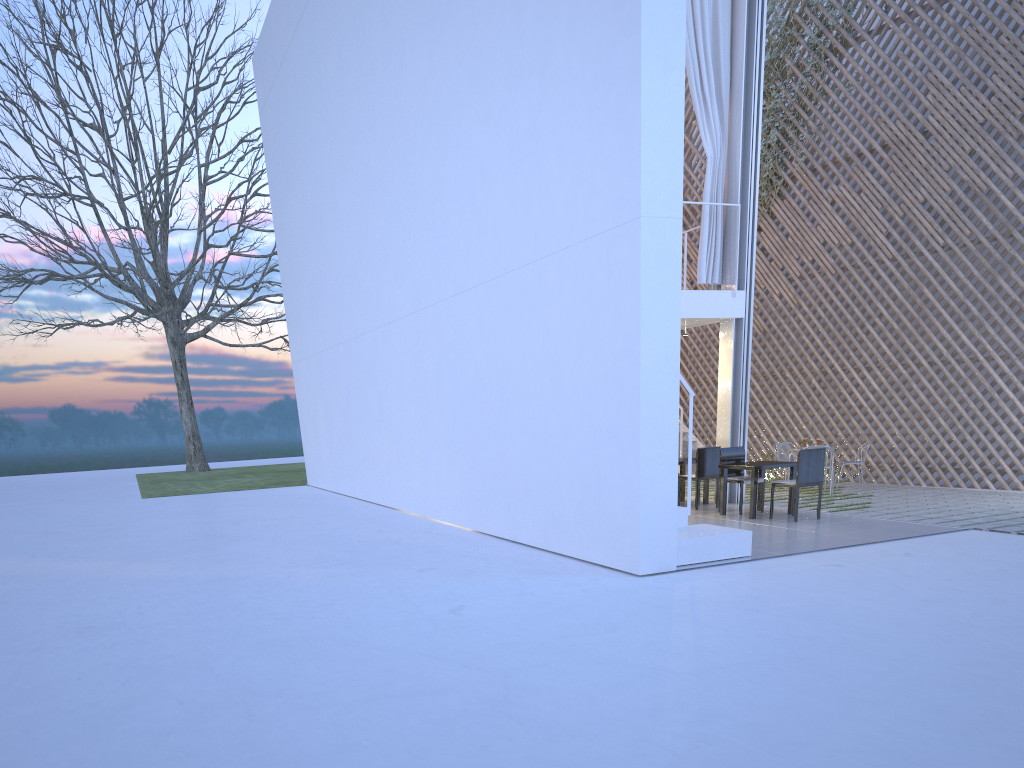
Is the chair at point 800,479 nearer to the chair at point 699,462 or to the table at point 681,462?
the chair at point 699,462

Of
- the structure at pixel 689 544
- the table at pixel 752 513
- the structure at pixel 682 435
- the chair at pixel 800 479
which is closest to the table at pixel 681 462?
the table at pixel 752 513

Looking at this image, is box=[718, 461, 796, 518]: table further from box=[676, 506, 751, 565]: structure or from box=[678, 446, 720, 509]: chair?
box=[676, 506, 751, 565]: structure

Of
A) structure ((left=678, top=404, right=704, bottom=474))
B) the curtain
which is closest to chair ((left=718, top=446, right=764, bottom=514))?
the curtain

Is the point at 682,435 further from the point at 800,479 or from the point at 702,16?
the point at 702,16

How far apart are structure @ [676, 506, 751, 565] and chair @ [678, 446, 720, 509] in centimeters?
170cm

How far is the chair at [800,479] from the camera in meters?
5.0 m

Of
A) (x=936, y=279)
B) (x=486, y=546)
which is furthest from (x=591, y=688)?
(x=936, y=279)

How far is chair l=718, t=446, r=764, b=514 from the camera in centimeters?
555cm

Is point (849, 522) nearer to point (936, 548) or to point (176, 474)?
point (936, 548)
